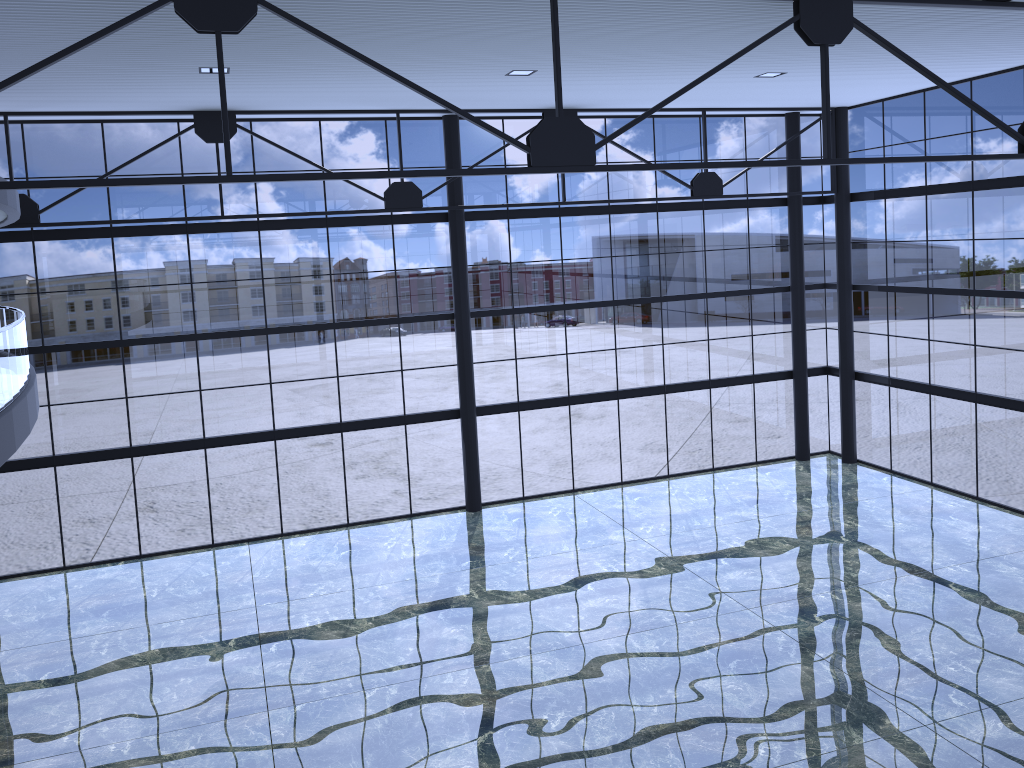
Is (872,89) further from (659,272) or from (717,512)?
(717,512)
